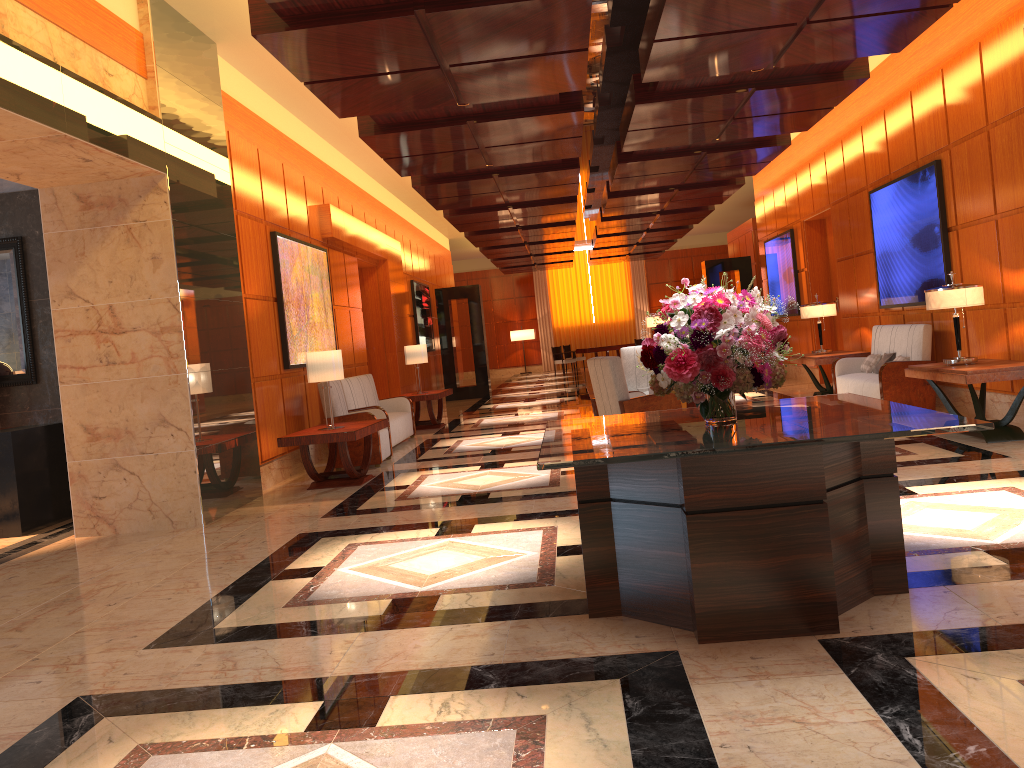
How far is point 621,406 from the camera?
7.8 meters

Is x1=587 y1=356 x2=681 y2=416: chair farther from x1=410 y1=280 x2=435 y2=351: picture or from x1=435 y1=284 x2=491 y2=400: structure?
x1=435 y1=284 x2=491 y2=400: structure

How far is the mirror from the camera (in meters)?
7.95

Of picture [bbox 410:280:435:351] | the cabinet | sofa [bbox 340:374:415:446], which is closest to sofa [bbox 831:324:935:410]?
sofa [bbox 340:374:415:446]

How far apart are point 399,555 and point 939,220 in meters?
6.7 m

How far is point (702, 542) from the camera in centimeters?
332cm

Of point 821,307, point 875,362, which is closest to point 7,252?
point 875,362

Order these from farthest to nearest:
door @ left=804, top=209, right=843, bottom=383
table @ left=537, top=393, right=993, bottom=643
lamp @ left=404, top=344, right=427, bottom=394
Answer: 1. door @ left=804, top=209, right=843, bottom=383
2. lamp @ left=404, top=344, right=427, bottom=394
3. table @ left=537, top=393, right=993, bottom=643

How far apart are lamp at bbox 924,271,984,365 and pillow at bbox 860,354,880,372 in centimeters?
273cm

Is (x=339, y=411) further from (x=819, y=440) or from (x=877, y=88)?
(x=877, y=88)
